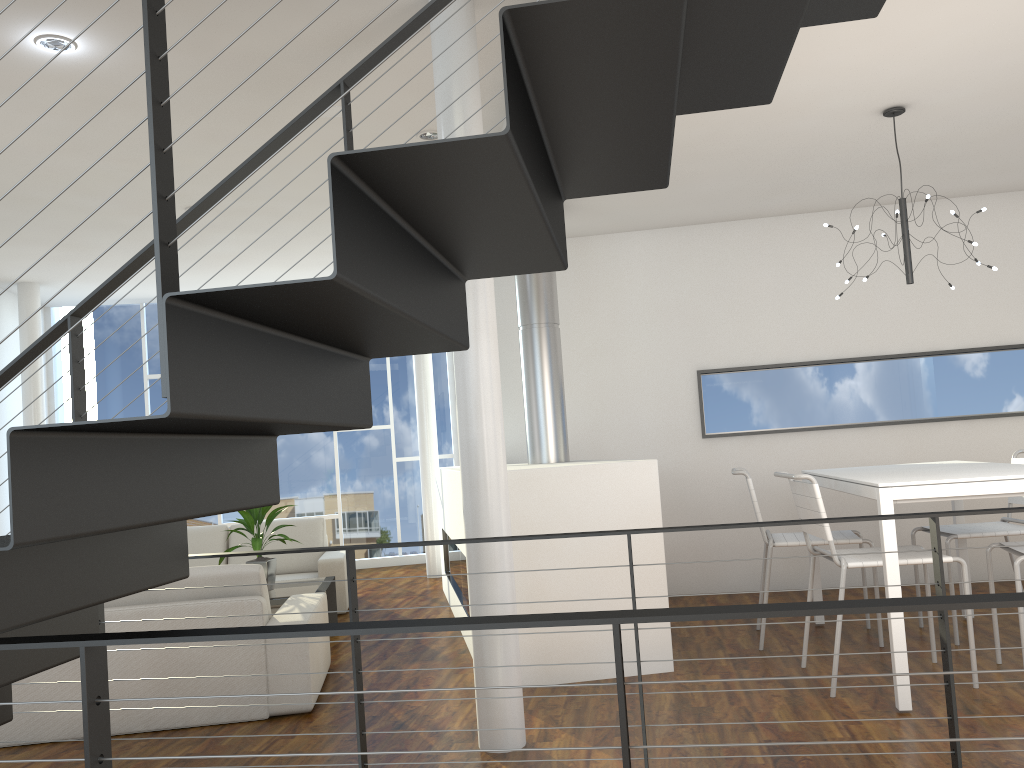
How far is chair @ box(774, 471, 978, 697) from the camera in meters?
3.0 m

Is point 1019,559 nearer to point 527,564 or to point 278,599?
point 527,564

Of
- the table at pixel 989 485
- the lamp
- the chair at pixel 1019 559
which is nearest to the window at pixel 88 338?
the table at pixel 989 485

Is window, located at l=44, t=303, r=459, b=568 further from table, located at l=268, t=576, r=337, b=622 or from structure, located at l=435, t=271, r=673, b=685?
table, located at l=268, t=576, r=337, b=622

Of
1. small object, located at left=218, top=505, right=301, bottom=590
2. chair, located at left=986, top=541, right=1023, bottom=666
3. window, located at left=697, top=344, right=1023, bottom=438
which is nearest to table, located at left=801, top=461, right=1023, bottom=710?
chair, located at left=986, top=541, right=1023, bottom=666

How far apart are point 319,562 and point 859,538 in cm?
313

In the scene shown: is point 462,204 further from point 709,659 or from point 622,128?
point 709,659

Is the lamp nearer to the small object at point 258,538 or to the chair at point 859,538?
the chair at point 859,538

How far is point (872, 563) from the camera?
3.05m

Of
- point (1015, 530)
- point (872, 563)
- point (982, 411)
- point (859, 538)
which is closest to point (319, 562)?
point (859, 538)
